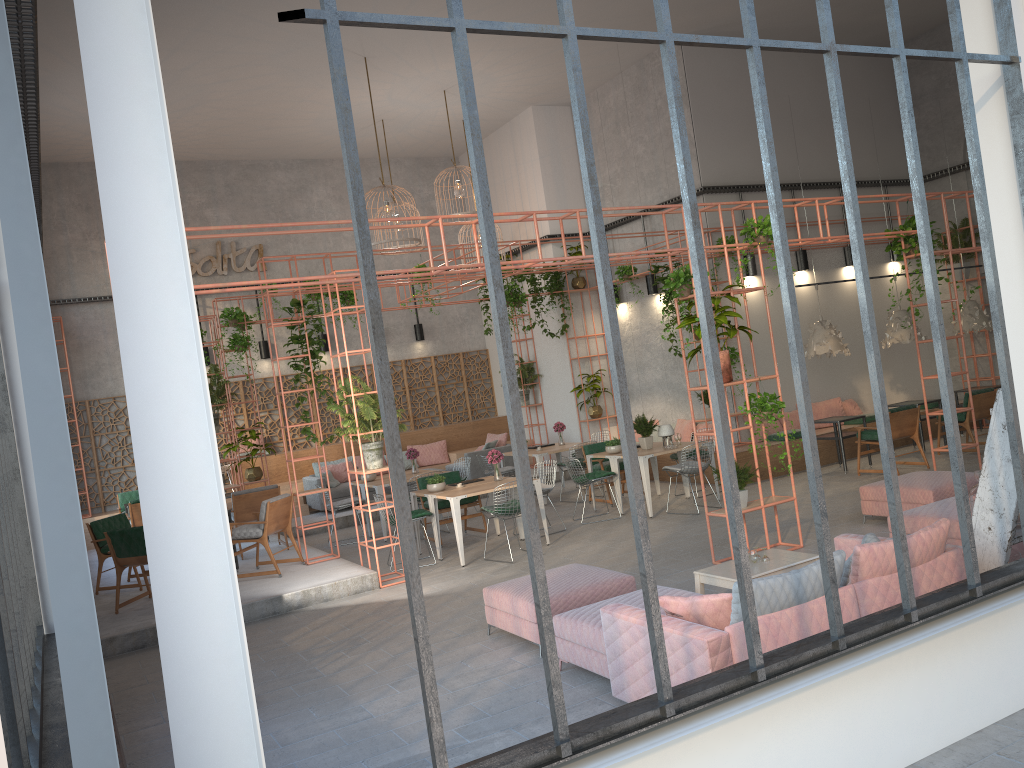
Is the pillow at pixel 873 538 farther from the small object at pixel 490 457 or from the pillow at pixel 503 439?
the pillow at pixel 503 439

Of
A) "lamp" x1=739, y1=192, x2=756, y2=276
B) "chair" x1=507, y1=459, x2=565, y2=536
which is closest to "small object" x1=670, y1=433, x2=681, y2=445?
"chair" x1=507, y1=459, x2=565, y2=536

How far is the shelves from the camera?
5.7 meters

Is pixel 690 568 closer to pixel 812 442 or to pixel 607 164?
pixel 812 442

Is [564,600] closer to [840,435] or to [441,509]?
[441,509]

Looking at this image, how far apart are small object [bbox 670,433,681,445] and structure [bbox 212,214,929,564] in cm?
246

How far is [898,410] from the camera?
12.3m

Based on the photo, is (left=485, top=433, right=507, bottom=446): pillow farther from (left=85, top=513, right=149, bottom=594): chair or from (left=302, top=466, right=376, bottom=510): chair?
(left=85, top=513, right=149, bottom=594): chair

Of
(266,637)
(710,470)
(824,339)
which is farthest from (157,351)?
A: (710,470)

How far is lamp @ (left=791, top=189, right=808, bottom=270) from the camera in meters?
15.4
